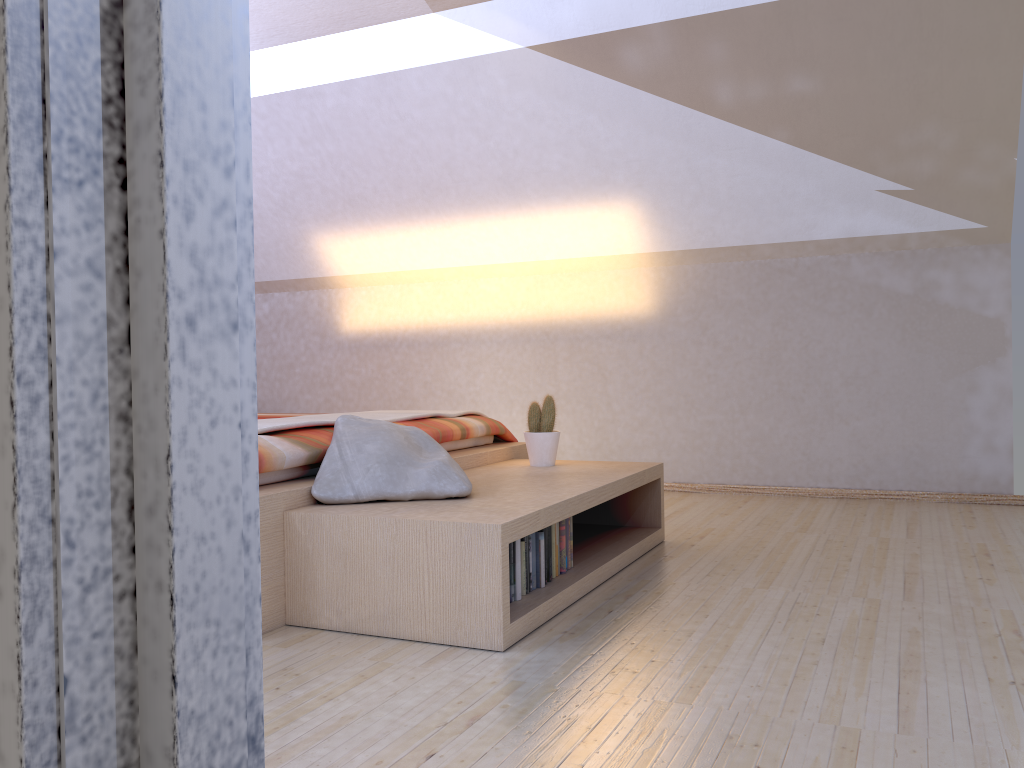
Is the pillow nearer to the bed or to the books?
the bed

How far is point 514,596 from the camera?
2.4m

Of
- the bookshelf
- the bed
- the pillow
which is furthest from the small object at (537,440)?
the pillow

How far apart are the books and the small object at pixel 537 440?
0.7m

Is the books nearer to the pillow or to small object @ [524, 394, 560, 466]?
the pillow

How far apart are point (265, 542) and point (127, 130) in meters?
1.8

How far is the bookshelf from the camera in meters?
2.1

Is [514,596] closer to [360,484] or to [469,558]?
[469,558]

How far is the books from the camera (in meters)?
2.37

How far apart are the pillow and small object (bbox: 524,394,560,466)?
0.65m
